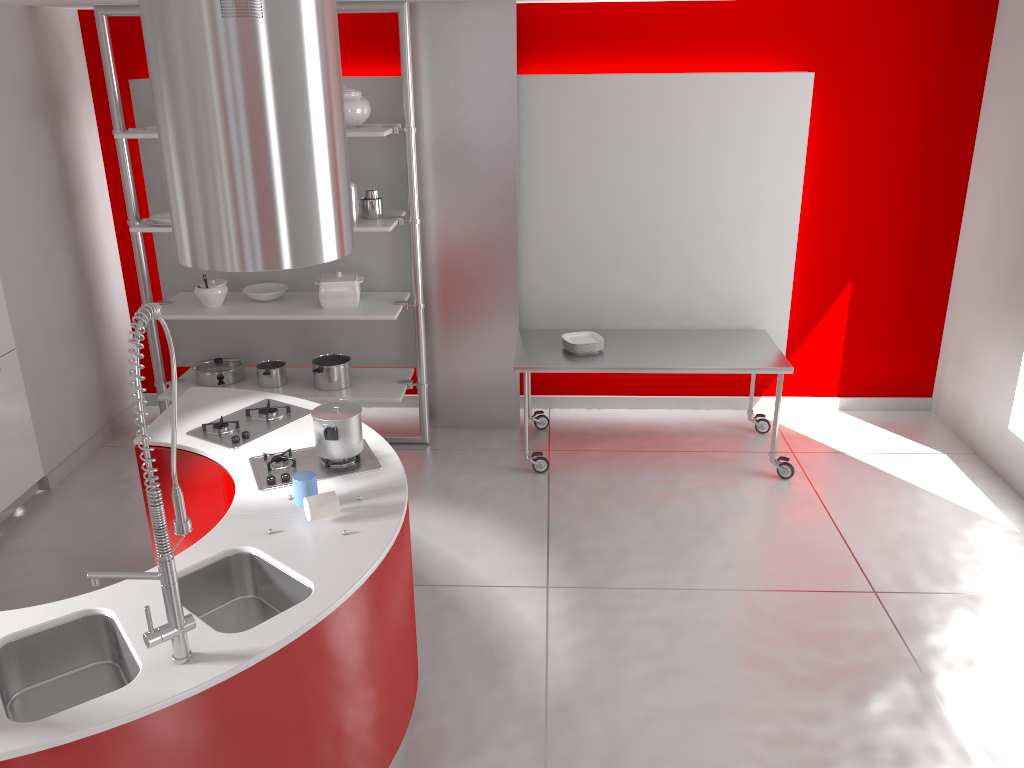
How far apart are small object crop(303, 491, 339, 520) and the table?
2.18m

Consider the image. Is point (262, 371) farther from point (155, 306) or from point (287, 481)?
point (155, 306)

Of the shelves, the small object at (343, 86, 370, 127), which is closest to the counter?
the shelves

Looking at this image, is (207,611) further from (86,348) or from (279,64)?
(86,348)

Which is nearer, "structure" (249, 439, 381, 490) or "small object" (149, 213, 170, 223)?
"structure" (249, 439, 381, 490)

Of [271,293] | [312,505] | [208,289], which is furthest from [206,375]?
[312,505]

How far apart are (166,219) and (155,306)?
3.2 meters

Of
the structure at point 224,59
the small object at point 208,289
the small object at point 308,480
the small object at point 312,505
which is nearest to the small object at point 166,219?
the small object at point 208,289

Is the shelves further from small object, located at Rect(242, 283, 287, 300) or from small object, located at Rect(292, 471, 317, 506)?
small object, located at Rect(292, 471, 317, 506)

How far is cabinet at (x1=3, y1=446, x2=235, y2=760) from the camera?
3.5 meters
